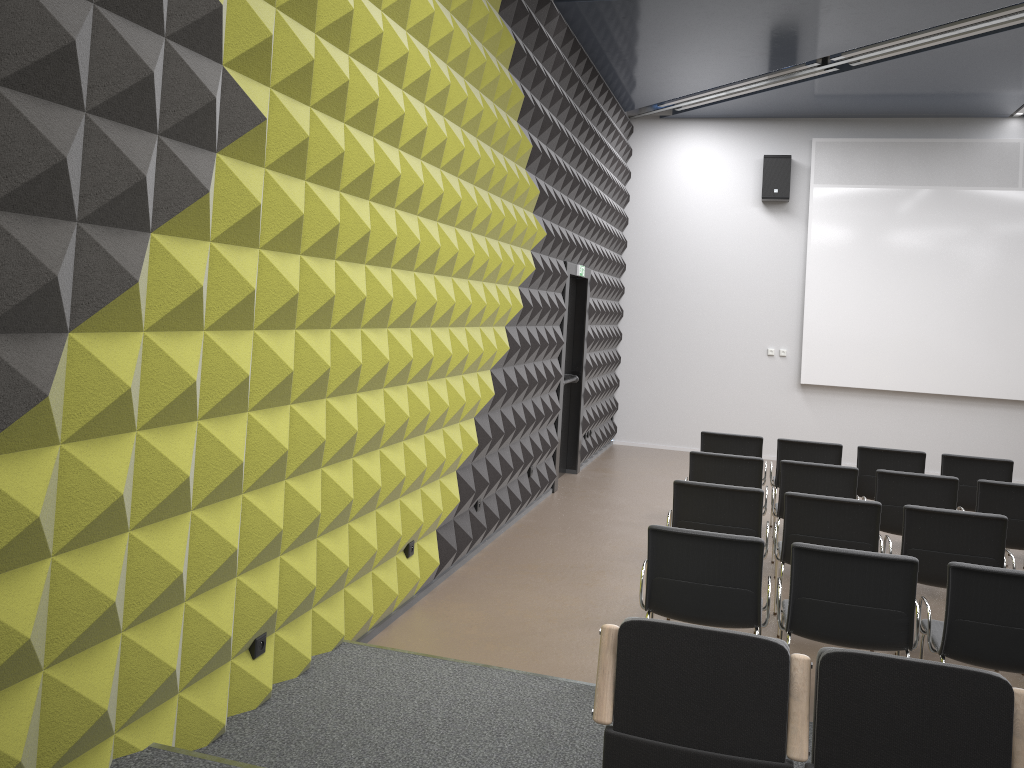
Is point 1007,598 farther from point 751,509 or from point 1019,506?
point 1019,506

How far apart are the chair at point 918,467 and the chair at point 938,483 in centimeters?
126cm

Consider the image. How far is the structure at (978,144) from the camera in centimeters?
1153cm

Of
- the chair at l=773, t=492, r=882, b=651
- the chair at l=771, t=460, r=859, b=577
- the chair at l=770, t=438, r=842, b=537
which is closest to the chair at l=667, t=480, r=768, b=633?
the chair at l=773, t=492, r=882, b=651

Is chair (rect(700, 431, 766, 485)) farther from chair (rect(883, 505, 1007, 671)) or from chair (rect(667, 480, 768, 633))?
chair (rect(883, 505, 1007, 671))

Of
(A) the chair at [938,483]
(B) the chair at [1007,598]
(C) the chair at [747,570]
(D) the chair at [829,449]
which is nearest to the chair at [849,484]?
(A) the chair at [938,483]

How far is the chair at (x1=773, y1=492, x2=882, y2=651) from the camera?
5.4 meters

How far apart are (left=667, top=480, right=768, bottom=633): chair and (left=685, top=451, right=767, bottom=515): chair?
0.94m

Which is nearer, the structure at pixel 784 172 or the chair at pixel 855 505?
the chair at pixel 855 505

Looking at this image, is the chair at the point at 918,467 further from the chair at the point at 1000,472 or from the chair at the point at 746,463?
the chair at the point at 746,463
